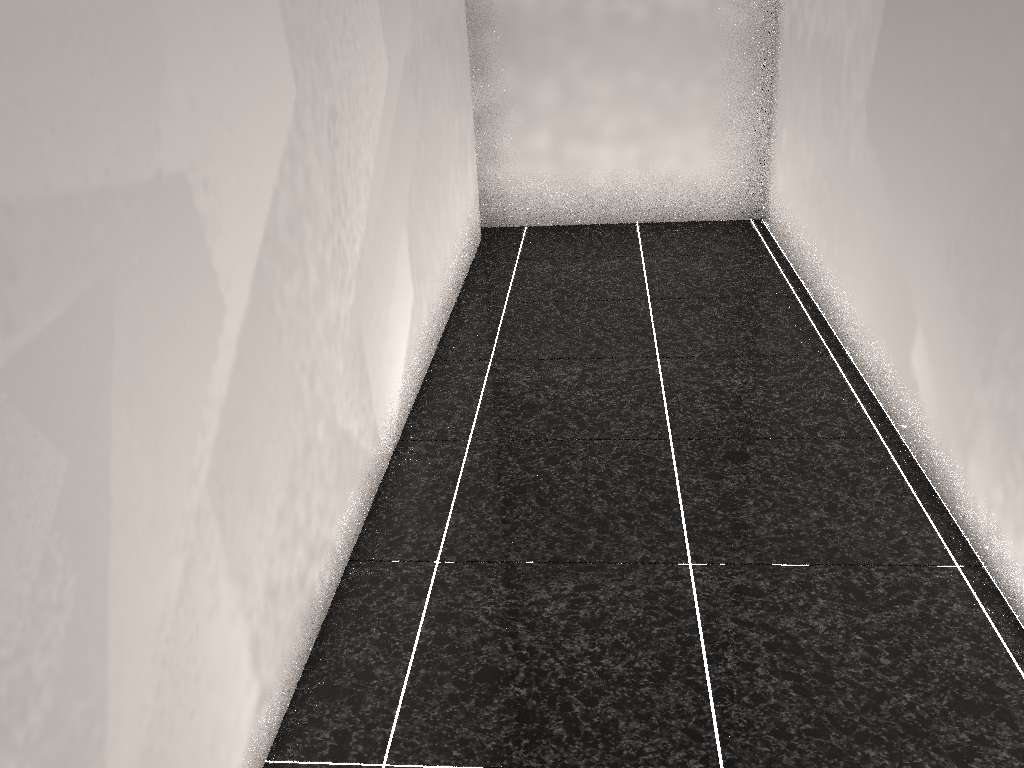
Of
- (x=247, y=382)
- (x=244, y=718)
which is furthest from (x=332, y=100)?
(x=244, y=718)
